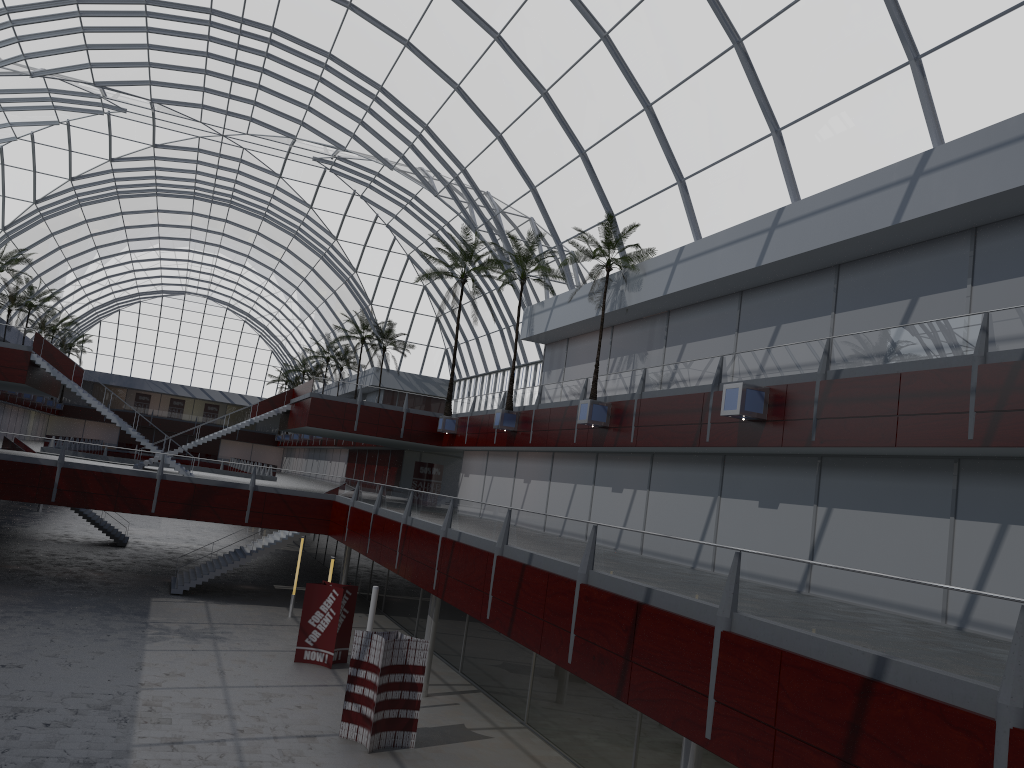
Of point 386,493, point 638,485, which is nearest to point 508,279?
point 386,493

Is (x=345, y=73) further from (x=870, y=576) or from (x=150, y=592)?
(x=870, y=576)
